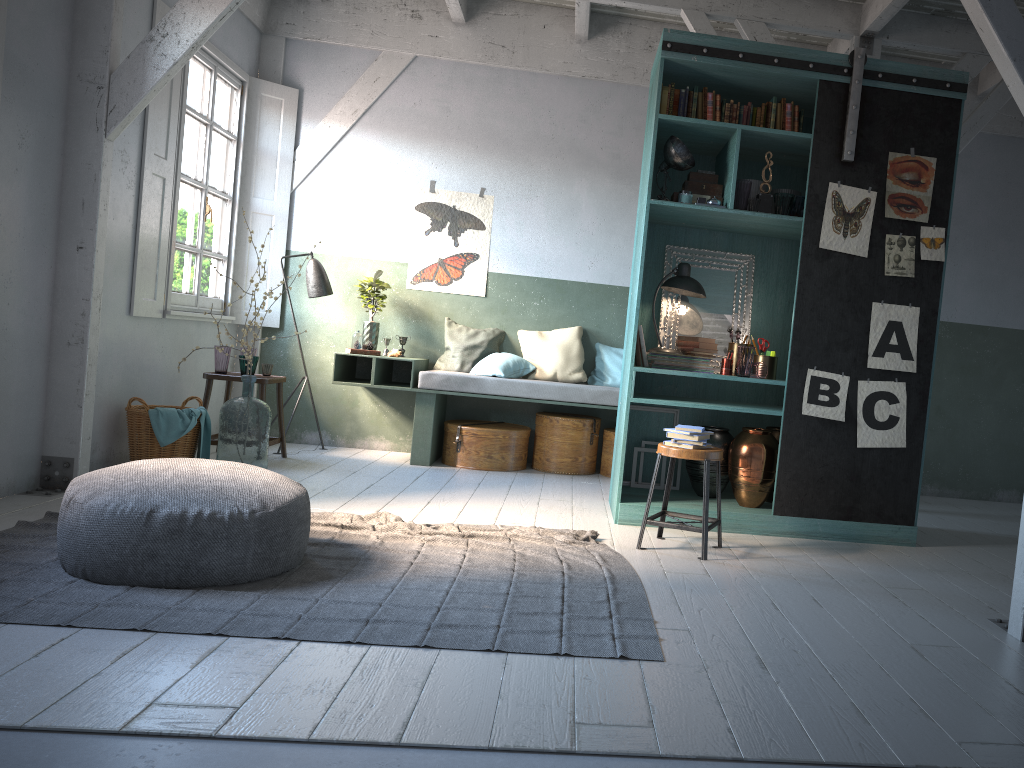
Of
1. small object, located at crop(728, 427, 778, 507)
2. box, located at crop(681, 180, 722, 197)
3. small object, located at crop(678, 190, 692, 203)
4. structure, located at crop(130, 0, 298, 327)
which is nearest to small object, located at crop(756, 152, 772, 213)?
box, located at crop(681, 180, 722, 197)

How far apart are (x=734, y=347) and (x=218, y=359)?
4.2m

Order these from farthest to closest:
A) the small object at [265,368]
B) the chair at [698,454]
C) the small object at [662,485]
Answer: the small object at [265,368], the small object at [662,485], the chair at [698,454]

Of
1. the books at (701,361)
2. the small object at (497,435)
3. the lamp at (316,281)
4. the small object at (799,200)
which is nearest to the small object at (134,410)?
the lamp at (316,281)

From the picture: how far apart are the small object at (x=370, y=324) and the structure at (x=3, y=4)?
3.9 meters

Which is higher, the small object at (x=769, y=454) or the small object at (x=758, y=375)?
the small object at (x=758, y=375)

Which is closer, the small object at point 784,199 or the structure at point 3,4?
the structure at point 3,4

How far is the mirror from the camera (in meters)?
6.56

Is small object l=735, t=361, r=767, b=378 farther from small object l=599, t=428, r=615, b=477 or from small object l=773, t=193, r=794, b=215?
small object l=599, t=428, r=615, b=477

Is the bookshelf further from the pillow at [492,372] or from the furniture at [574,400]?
the pillow at [492,372]
